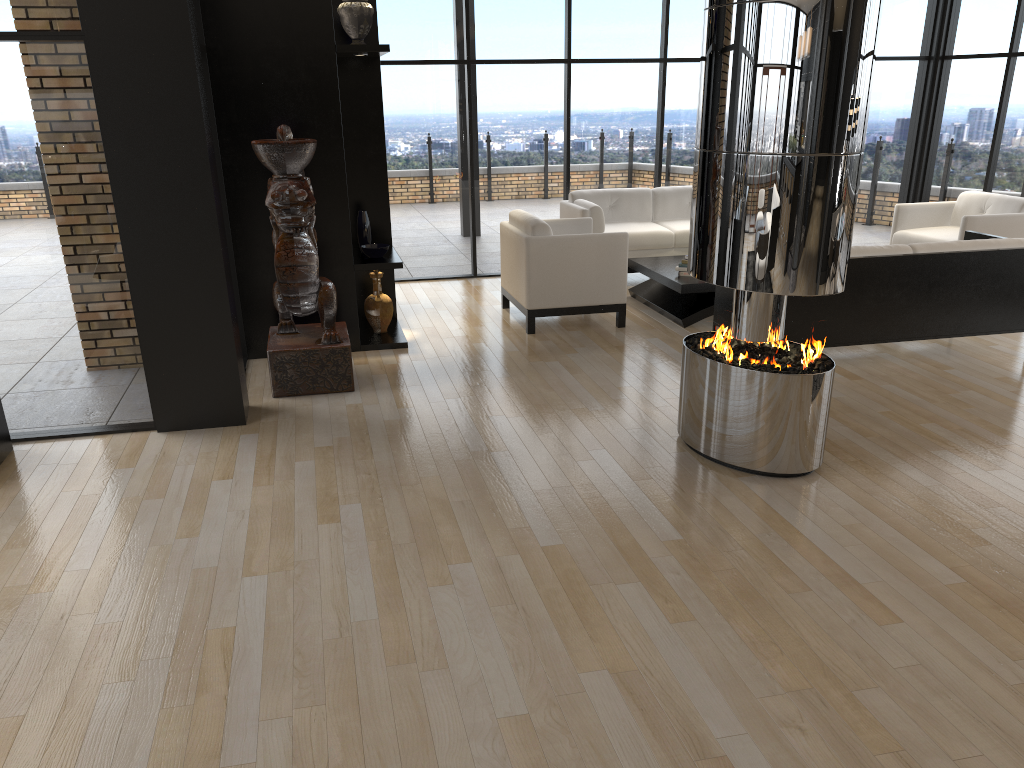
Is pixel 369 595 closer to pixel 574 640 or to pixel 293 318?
pixel 574 640

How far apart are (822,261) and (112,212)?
3.62m

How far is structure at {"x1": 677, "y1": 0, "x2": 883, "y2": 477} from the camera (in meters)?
3.70

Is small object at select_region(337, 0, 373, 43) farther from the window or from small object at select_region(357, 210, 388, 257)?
the window

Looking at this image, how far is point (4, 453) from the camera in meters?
4.7 m

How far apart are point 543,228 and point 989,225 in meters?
3.9 m

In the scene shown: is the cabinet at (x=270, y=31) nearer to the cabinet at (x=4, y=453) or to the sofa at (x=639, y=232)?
the cabinet at (x=4, y=453)

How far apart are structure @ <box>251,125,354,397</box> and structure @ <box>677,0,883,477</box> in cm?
215

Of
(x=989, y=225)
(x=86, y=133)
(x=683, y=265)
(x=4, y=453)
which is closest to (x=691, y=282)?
(x=683, y=265)

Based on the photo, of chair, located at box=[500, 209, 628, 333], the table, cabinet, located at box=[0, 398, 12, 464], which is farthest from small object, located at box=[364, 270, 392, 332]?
cabinet, located at box=[0, 398, 12, 464]
